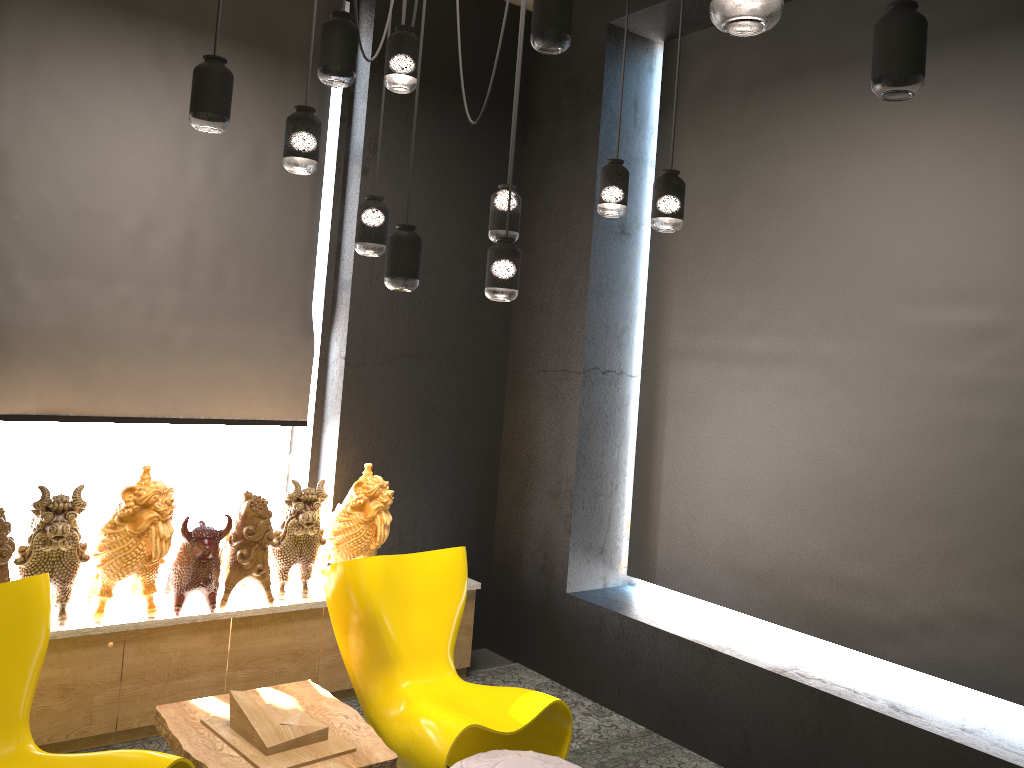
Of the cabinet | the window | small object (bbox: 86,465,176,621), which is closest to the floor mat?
the cabinet

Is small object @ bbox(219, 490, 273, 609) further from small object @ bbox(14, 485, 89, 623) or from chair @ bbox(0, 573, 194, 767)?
chair @ bbox(0, 573, 194, 767)

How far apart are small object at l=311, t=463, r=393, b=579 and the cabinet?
0.1m

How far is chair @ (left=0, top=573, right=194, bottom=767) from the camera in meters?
2.8 m

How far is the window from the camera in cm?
441

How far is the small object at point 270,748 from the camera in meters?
3.1

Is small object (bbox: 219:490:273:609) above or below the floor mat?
above

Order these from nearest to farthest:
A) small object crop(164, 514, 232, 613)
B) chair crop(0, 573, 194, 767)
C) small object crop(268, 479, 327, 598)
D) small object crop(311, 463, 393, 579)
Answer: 1. chair crop(0, 573, 194, 767)
2. small object crop(164, 514, 232, 613)
3. small object crop(268, 479, 327, 598)
4. small object crop(311, 463, 393, 579)

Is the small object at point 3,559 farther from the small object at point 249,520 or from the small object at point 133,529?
the small object at point 249,520

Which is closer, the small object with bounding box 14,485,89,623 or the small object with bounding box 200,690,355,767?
the small object with bounding box 200,690,355,767
